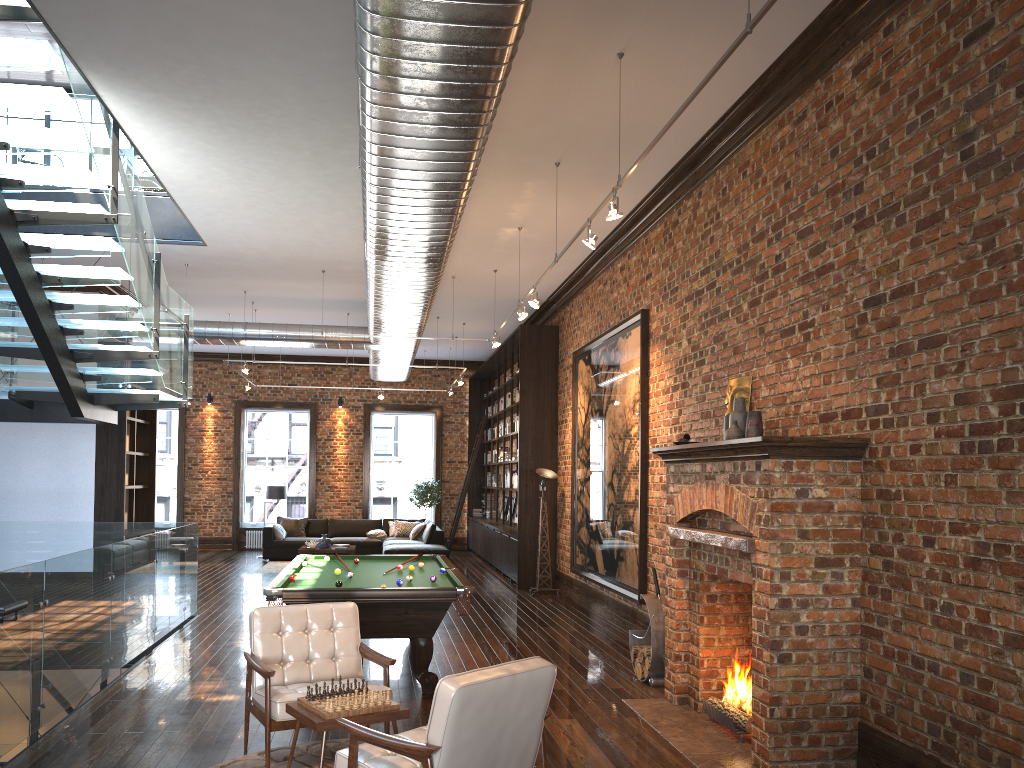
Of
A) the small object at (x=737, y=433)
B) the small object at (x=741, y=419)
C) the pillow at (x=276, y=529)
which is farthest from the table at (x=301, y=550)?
the small object at (x=737, y=433)

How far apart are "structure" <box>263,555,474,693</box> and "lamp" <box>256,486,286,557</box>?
8.95m

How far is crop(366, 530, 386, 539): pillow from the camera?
17.91m

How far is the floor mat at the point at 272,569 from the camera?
15.8 meters

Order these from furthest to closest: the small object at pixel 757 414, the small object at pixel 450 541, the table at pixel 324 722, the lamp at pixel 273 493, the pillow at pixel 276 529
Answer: the small object at pixel 450 541, the lamp at pixel 273 493, the pillow at pixel 276 529, the small object at pixel 757 414, the table at pixel 324 722

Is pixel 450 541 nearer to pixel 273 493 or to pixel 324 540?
pixel 324 540

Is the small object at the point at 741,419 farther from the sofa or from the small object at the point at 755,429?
the sofa

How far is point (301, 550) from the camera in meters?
15.9

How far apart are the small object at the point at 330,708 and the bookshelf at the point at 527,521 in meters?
8.9 m

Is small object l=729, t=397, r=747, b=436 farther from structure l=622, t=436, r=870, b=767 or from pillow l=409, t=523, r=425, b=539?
pillow l=409, t=523, r=425, b=539
